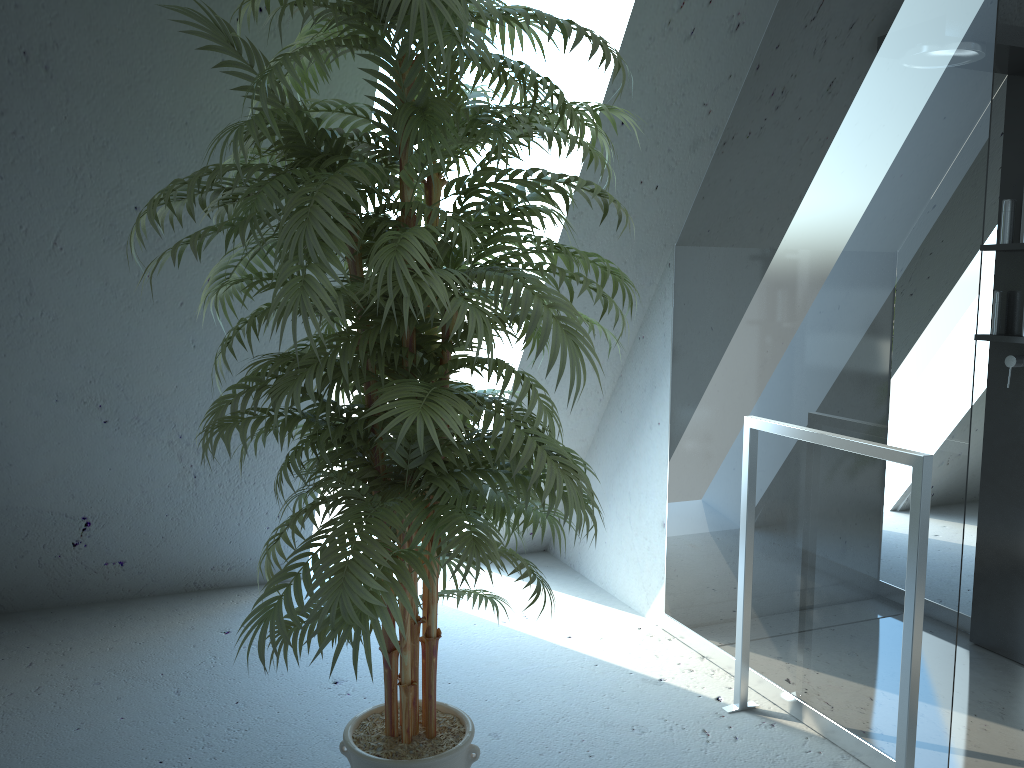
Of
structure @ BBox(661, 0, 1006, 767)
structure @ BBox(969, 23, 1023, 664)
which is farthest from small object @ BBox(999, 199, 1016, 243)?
structure @ BBox(661, 0, 1006, 767)

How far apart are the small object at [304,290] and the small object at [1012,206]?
1.65m

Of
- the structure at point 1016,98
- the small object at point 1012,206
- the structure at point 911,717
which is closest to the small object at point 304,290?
the structure at point 911,717

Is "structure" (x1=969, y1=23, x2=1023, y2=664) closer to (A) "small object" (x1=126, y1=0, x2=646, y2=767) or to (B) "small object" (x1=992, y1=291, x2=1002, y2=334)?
(B) "small object" (x1=992, y1=291, x2=1002, y2=334)

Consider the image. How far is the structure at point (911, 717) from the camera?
2.0m

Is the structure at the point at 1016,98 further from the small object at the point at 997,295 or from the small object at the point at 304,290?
the small object at the point at 304,290

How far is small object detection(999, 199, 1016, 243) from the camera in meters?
2.9 m

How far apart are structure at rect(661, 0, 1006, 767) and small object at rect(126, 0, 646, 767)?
0.7m

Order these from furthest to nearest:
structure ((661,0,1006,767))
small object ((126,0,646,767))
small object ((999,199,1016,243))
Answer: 1. small object ((999,199,1016,243))
2. structure ((661,0,1006,767))
3. small object ((126,0,646,767))

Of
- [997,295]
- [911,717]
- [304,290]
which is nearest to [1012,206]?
[997,295]
